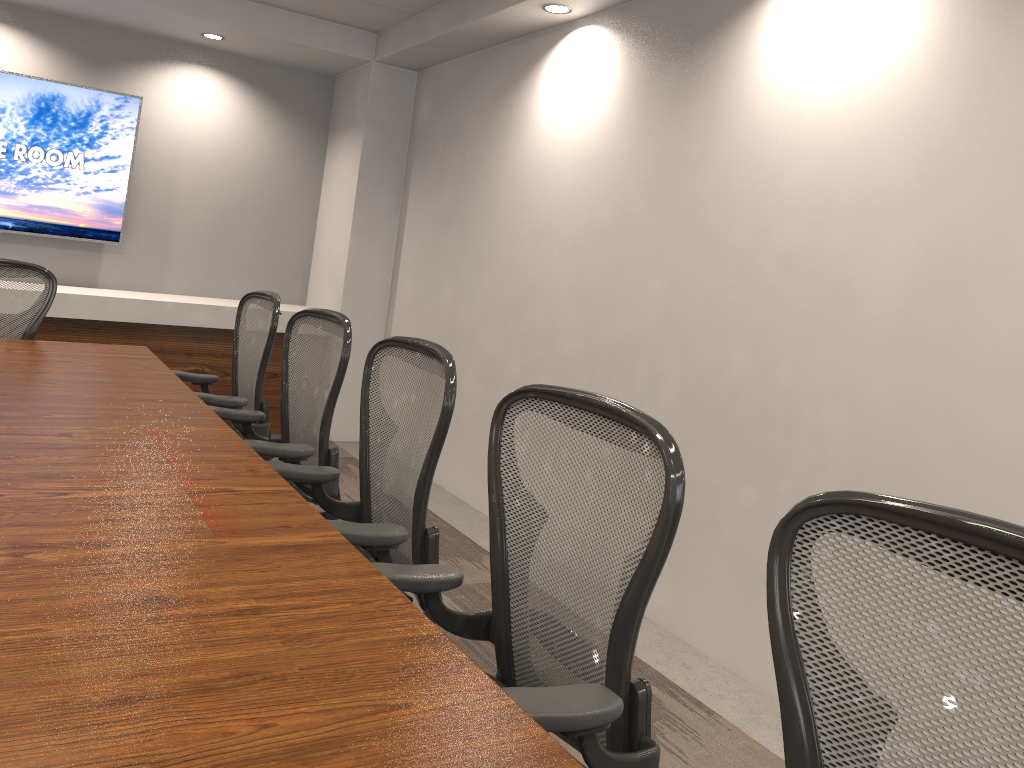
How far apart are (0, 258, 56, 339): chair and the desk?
0.2 meters

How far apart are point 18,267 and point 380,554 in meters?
2.7 m

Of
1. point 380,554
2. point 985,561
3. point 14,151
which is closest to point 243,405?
point 380,554

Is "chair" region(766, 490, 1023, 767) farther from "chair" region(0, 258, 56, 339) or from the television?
the television

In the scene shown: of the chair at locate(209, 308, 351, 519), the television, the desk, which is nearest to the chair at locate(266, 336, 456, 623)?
the desk

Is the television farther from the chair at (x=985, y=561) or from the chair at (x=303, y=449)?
the chair at (x=985, y=561)

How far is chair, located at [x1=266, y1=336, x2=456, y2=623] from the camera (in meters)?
2.10

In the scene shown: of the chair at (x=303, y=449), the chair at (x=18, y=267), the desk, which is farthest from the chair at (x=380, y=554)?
the chair at (x=18, y=267)

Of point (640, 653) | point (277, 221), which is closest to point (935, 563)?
point (640, 653)

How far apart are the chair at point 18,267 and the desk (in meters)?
0.25
